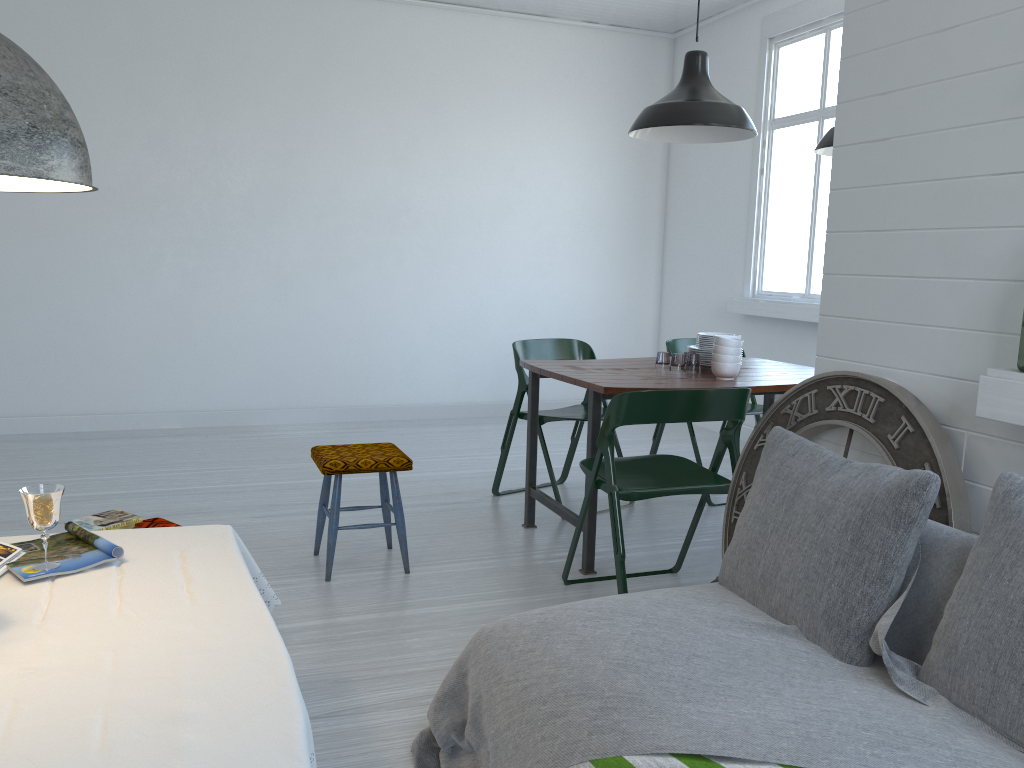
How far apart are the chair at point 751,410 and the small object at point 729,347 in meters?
1.2 m

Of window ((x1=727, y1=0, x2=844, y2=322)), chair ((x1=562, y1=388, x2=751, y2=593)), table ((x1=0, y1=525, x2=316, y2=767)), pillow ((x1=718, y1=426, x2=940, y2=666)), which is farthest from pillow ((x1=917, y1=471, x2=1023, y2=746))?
window ((x1=727, y1=0, x2=844, y2=322))

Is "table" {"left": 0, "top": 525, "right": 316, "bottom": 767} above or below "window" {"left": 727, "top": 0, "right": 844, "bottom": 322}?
below

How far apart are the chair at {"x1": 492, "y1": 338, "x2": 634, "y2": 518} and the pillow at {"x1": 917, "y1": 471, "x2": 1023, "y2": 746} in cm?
312

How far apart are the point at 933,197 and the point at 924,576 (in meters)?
1.22

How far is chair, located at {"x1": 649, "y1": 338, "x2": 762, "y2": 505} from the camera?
5.63m

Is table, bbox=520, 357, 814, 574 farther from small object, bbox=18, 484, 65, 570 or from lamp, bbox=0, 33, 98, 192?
lamp, bbox=0, 33, 98, 192

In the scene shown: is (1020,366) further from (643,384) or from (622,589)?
(622,589)

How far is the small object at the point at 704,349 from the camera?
4.7 meters

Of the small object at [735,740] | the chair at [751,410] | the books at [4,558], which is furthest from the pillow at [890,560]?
the chair at [751,410]
